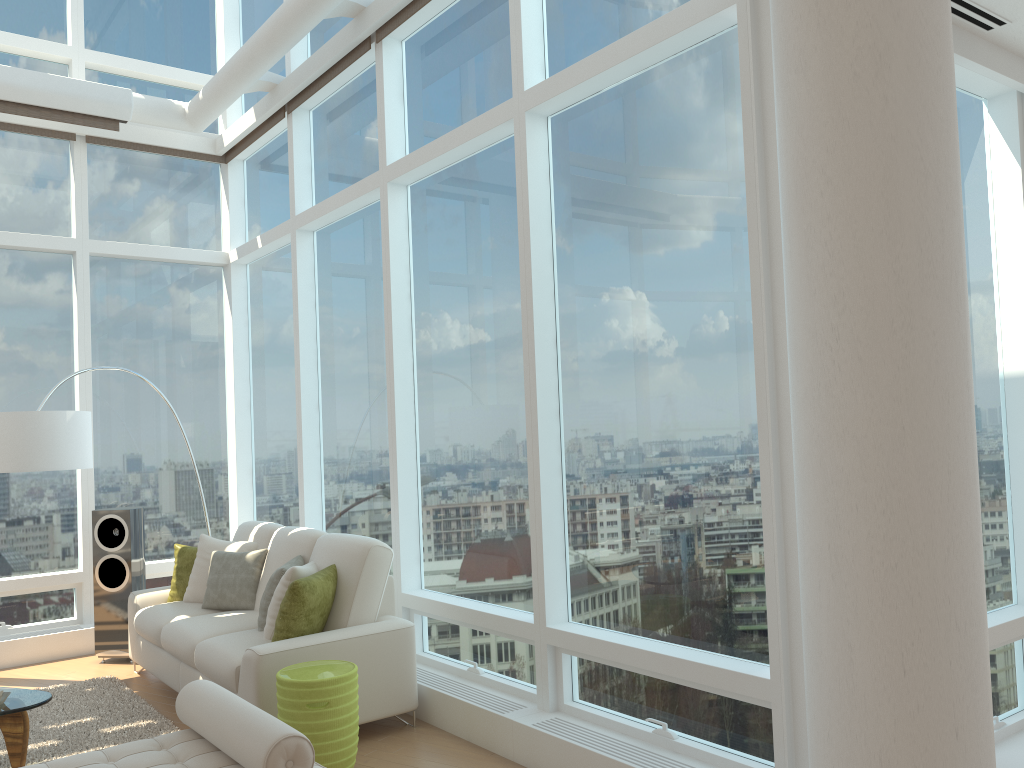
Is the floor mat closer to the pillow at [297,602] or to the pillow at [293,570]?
the pillow at [293,570]

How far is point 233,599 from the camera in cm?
585

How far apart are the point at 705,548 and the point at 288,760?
1.90m

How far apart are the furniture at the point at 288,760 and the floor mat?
1.6m

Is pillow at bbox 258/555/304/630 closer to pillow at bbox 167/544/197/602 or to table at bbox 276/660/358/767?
table at bbox 276/660/358/767

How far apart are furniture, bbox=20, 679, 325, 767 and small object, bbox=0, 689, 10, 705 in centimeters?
142cm

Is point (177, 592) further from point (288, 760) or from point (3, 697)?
point (288, 760)

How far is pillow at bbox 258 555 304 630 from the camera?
5.2m

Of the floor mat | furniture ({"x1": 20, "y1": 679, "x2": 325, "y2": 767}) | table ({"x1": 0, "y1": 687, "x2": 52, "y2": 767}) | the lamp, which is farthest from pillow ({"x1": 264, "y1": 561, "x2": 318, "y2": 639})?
the lamp

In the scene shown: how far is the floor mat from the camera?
4.80m
